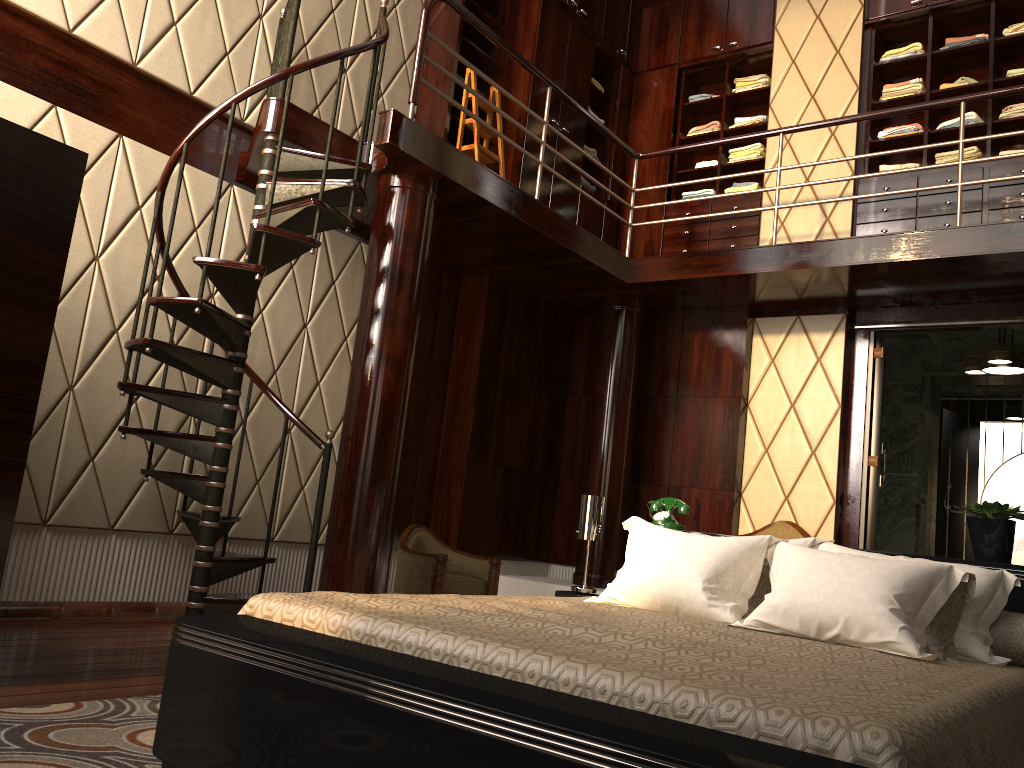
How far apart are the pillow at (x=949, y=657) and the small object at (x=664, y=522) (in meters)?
0.78

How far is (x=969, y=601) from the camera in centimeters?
259cm

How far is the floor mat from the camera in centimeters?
188cm

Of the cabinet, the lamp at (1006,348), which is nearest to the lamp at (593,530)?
the cabinet

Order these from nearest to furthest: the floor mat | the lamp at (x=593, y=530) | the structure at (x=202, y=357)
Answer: the floor mat, the lamp at (x=593, y=530), the structure at (x=202, y=357)

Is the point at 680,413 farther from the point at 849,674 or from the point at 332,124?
the point at 849,674

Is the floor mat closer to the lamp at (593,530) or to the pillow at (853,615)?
Answer: the pillow at (853,615)

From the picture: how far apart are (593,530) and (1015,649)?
1.5m

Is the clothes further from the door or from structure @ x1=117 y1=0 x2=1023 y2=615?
the door

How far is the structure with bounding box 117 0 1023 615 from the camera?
3.70m
